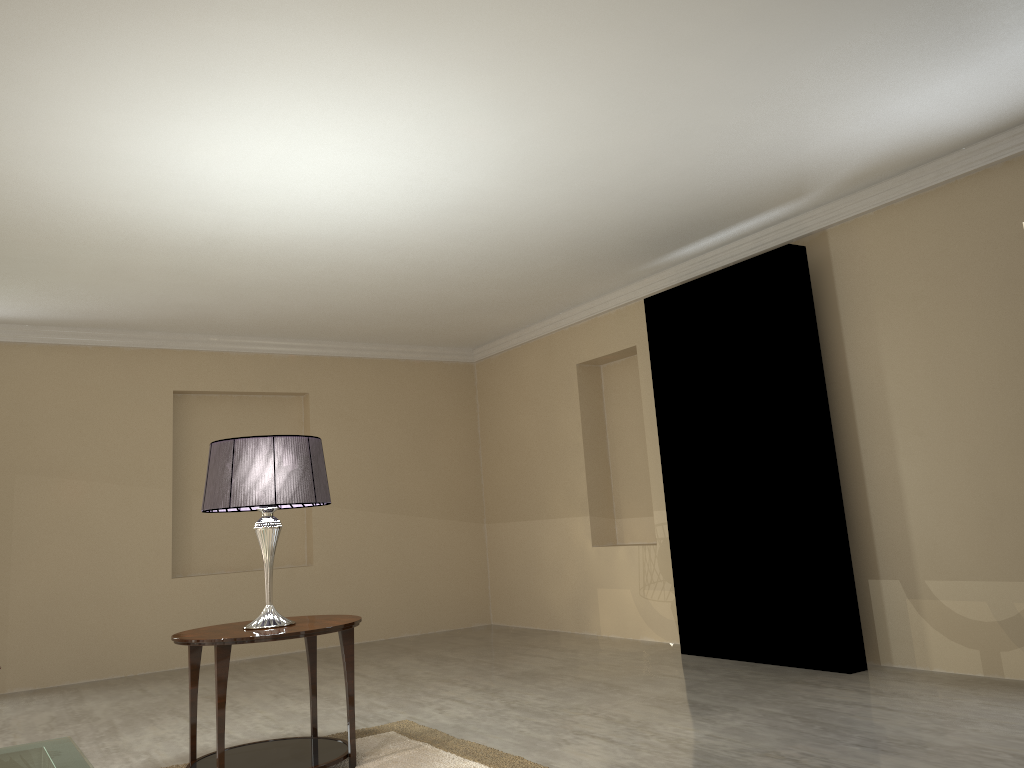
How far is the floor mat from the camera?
3.2m

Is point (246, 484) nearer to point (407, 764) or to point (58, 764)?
point (407, 764)

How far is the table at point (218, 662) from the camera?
2.99m

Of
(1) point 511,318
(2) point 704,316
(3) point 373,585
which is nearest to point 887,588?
(2) point 704,316

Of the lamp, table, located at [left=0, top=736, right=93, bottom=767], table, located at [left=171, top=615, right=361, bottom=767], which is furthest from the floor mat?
table, located at [left=0, top=736, right=93, bottom=767]

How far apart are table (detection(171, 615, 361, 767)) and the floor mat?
0.04m

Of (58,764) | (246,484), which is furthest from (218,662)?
(58,764)

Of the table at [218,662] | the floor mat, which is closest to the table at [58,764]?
the table at [218,662]

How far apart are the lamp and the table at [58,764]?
1.9m

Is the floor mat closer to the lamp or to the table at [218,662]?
the table at [218,662]
